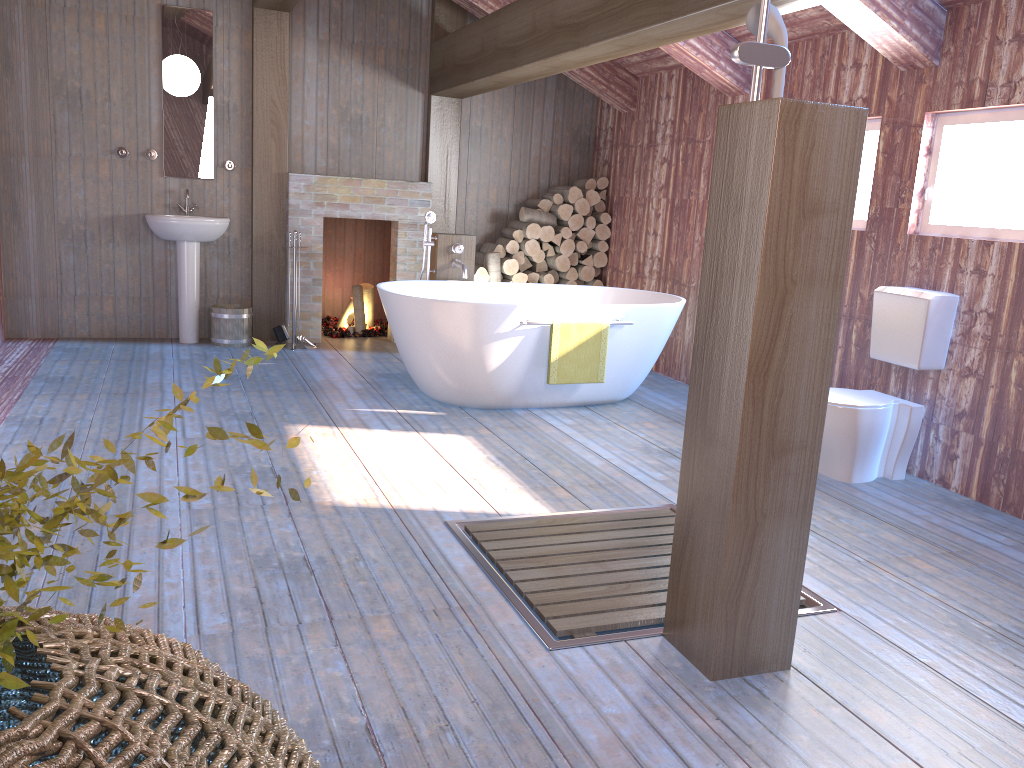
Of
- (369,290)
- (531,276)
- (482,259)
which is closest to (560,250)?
(531,276)

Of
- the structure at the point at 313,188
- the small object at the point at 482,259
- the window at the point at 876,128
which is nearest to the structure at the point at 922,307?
the window at the point at 876,128

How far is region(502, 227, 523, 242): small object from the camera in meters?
7.2 m

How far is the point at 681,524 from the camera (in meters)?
2.46

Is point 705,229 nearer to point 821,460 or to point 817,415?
point 821,460

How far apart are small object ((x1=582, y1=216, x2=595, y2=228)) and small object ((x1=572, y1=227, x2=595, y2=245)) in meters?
0.1 m

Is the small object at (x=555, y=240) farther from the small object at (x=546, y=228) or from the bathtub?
the bathtub

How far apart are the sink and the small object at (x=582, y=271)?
2.8m

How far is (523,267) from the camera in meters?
7.4

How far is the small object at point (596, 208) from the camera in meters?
7.5 m
